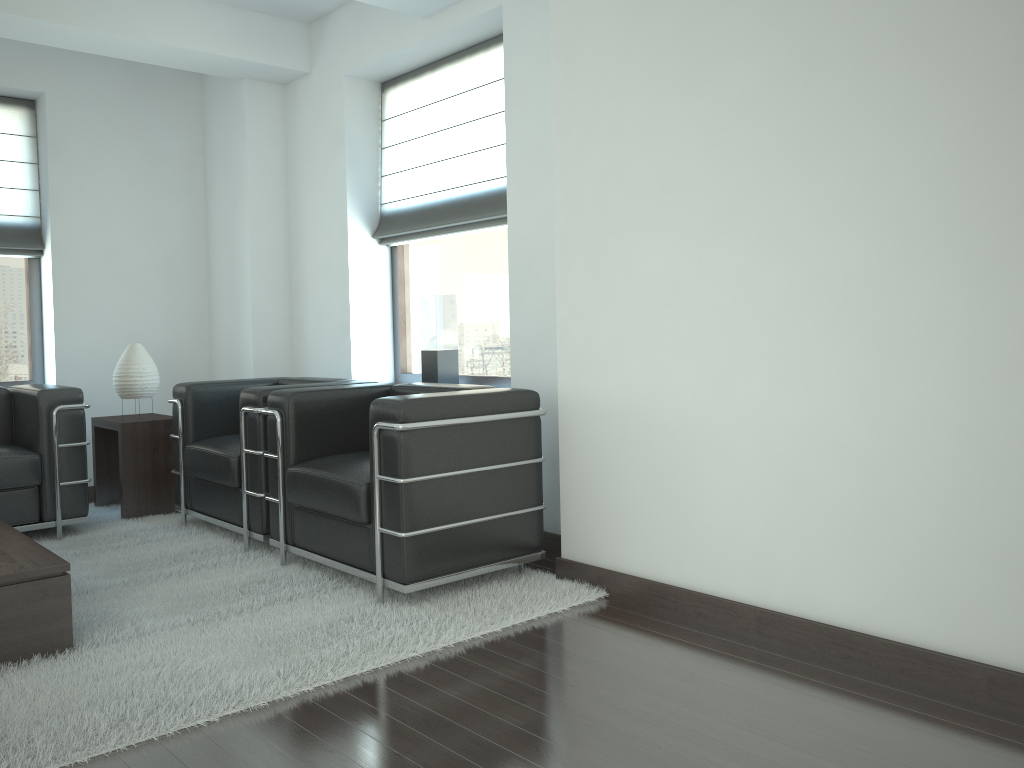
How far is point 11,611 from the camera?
4.11m

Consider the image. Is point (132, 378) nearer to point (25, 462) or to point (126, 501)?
point (126, 501)

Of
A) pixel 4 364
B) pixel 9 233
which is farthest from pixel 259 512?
pixel 9 233

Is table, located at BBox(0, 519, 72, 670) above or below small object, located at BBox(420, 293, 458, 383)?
below

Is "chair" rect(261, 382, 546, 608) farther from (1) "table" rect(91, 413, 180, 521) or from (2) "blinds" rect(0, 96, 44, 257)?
(2) "blinds" rect(0, 96, 44, 257)

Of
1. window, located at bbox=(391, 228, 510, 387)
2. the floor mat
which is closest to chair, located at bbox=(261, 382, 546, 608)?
the floor mat

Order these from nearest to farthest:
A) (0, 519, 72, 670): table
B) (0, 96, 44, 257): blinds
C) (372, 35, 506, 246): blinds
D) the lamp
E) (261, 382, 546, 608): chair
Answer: (0, 519, 72, 670): table
(261, 382, 546, 608): chair
(372, 35, 506, 246): blinds
the lamp
(0, 96, 44, 257): blinds

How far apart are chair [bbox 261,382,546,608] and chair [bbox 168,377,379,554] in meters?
0.1 m

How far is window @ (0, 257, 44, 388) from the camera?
8.25m

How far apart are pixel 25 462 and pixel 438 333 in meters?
3.2 m
